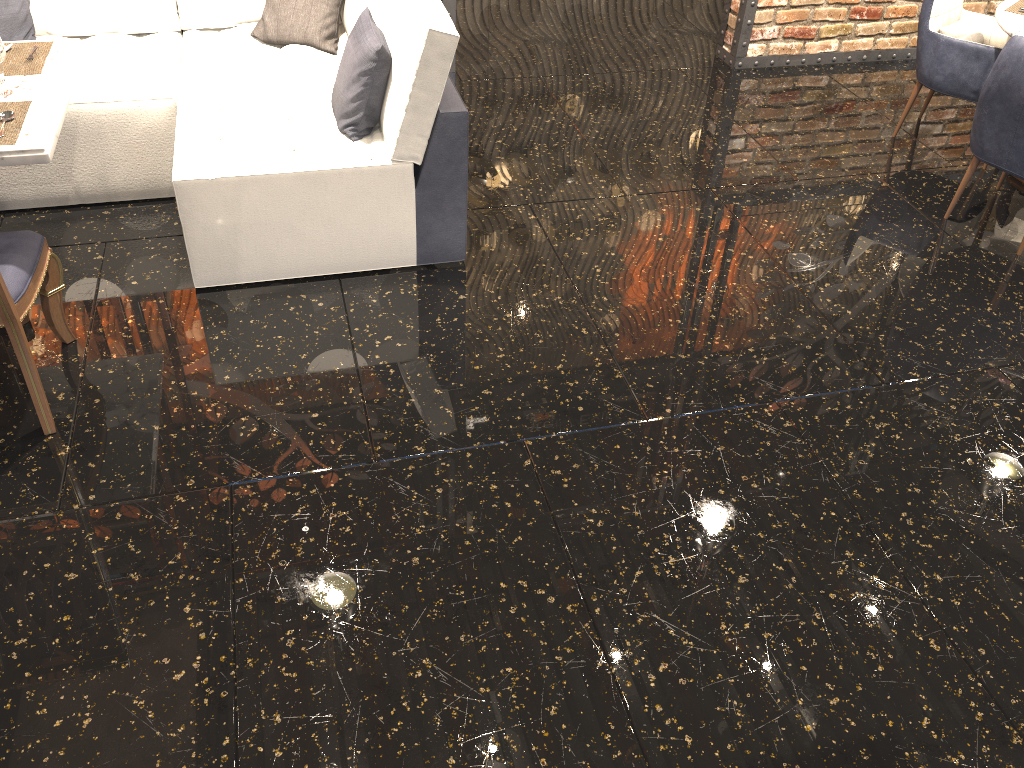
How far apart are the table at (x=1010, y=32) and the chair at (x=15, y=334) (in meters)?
3.93

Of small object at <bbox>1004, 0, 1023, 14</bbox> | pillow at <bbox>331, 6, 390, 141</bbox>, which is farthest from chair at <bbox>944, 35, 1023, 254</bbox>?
pillow at <bbox>331, 6, 390, 141</bbox>

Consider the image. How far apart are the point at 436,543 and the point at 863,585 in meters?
1.2

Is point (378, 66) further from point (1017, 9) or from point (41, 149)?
point (1017, 9)

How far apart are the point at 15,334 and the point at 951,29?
4.3 meters

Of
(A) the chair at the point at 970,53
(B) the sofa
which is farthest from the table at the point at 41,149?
(A) the chair at the point at 970,53

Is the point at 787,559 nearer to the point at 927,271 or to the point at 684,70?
the point at 927,271

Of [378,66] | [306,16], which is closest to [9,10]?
[306,16]

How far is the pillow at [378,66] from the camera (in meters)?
3.13

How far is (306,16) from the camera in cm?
395
